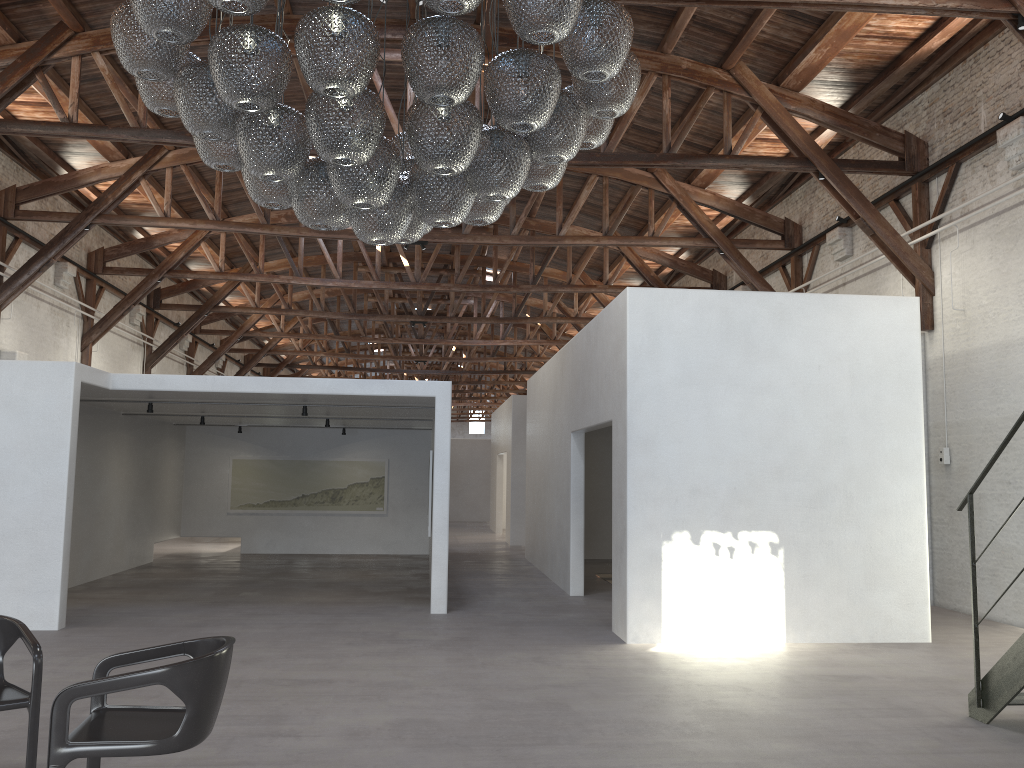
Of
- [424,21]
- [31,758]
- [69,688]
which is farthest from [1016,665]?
[31,758]

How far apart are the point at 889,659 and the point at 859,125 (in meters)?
6.63

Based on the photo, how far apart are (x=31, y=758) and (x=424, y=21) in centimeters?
370cm

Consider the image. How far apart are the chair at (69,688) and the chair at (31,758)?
0.4m

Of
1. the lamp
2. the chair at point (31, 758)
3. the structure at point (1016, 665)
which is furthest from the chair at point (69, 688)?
the structure at point (1016, 665)

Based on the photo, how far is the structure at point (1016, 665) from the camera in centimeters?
516cm

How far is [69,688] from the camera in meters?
3.4 m

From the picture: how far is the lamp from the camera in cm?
370

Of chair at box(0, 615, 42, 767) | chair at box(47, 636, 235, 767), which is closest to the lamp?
chair at box(47, 636, 235, 767)

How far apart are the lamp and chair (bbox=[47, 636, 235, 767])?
2.02m
